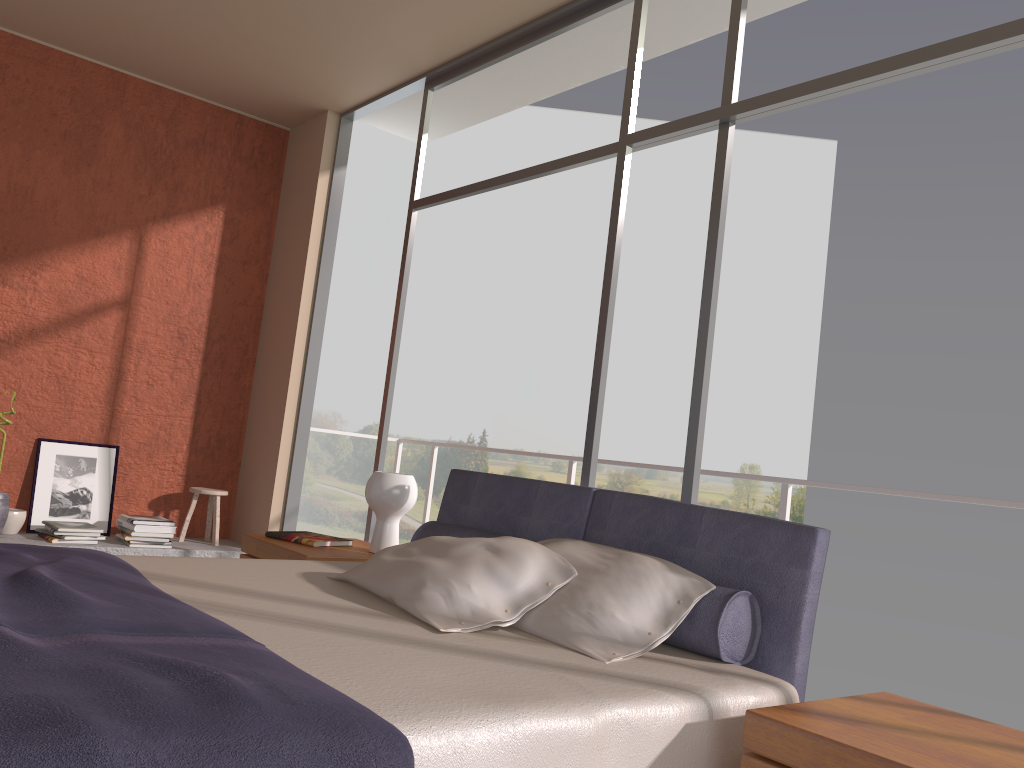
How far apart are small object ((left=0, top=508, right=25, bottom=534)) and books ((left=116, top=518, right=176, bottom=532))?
0.51m

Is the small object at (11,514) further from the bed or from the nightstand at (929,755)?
the nightstand at (929,755)

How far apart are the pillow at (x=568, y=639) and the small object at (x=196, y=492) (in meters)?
3.47

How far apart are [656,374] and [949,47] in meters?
20.1 m

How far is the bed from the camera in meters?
1.3

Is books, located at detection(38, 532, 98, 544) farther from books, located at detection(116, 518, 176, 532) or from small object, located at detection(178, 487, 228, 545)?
small object, located at detection(178, 487, 228, 545)

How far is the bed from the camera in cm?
126

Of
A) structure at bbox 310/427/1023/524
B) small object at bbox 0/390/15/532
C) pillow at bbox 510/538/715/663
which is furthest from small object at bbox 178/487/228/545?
pillow at bbox 510/538/715/663

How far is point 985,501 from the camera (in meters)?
3.12

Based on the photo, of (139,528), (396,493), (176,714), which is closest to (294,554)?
(396,493)
